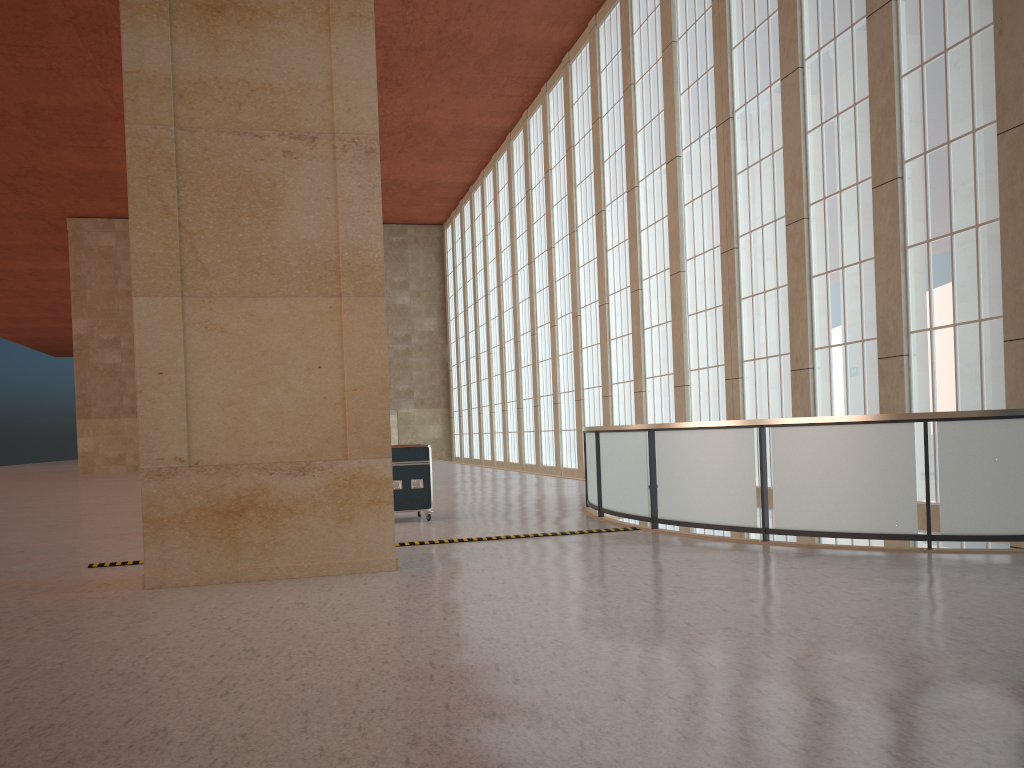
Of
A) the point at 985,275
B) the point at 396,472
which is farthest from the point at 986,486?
the point at 396,472

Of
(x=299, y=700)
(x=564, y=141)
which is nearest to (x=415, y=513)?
(x=299, y=700)

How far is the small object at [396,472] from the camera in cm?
1747

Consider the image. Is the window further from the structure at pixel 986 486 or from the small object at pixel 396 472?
the small object at pixel 396 472

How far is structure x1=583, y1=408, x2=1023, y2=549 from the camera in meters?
11.0

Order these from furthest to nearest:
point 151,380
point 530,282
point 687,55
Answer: point 530,282
point 687,55
point 151,380

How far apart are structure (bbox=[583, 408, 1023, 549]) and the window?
3.00m

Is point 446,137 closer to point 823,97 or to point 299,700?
point 823,97

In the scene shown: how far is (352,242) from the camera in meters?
11.4

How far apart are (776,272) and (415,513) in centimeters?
1083cm
